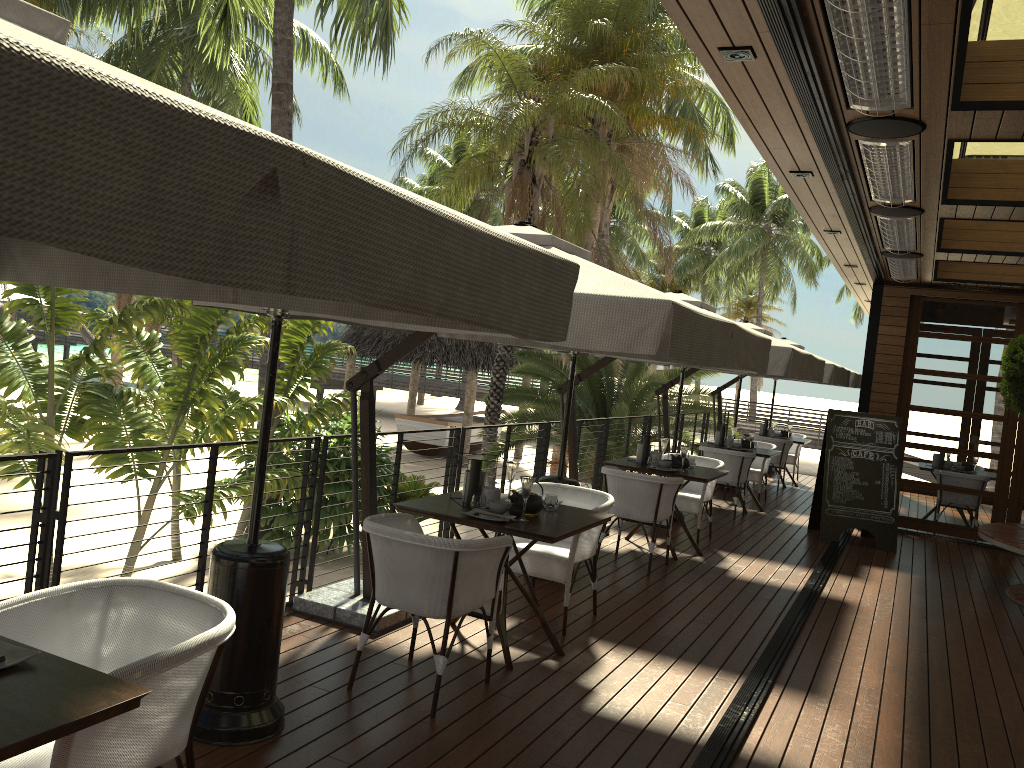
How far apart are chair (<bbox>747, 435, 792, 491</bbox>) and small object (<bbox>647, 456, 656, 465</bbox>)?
5.95m

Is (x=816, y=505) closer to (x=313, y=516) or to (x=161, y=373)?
(x=313, y=516)

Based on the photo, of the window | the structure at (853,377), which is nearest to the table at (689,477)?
the window

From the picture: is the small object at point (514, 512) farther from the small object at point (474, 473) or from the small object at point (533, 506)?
the small object at point (474, 473)

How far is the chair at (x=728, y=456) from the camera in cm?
1008

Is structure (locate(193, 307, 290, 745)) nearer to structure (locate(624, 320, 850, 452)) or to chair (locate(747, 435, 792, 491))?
structure (locate(624, 320, 850, 452))

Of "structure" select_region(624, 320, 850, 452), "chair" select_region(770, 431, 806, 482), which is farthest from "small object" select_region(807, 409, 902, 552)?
"chair" select_region(770, 431, 806, 482)

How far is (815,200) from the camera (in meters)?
6.52

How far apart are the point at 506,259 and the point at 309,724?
2.5 meters

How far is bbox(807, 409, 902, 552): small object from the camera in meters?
9.3 m
